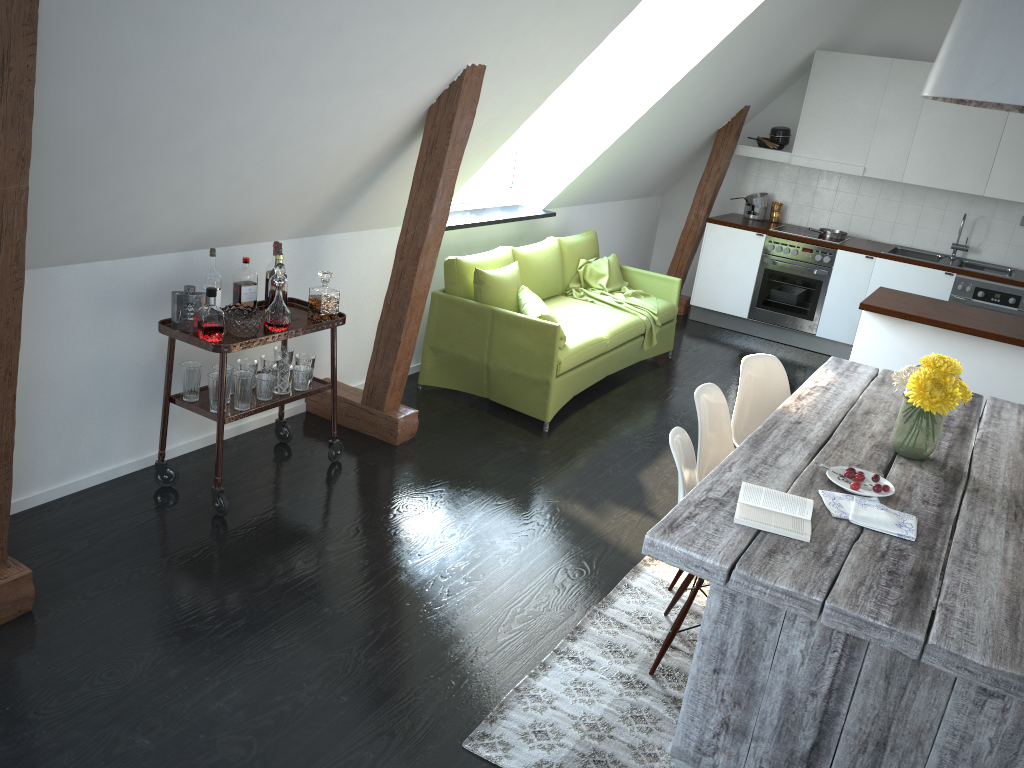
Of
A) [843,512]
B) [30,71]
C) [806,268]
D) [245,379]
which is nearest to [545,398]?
[245,379]

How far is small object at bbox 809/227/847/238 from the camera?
7.43m

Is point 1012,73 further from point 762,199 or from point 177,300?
point 762,199

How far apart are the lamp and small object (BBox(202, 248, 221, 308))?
2.6 meters

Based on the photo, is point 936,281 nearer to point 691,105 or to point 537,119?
point 691,105

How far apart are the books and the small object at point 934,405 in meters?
0.7

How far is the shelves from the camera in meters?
3.5 m

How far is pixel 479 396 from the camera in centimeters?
536cm

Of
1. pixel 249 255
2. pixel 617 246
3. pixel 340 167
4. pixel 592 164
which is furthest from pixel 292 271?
pixel 617 246

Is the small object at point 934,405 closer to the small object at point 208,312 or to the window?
the small object at point 208,312
